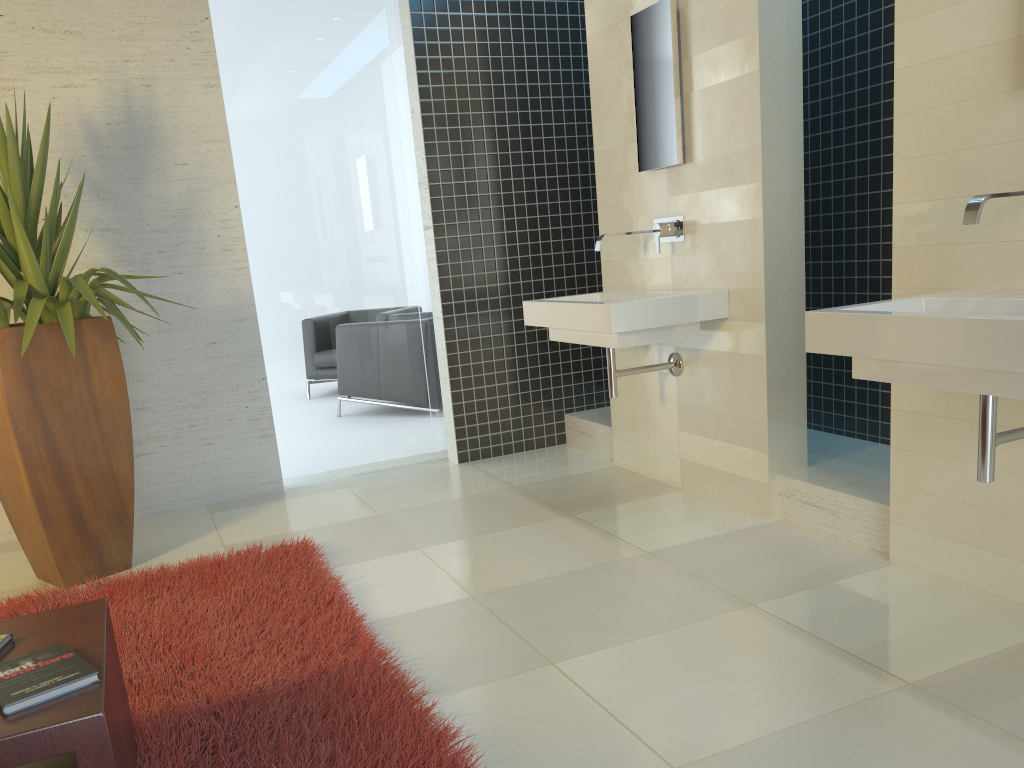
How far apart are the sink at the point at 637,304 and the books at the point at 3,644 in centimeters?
236cm

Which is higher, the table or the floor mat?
the table

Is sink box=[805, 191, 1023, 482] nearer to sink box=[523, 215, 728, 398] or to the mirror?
sink box=[523, 215, 728, 398]

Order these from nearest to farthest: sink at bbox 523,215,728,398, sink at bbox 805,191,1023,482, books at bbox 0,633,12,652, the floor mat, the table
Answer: the table
books at bbox 0,633,12,652
sink at bbox 805,191,1023,482
the floor mat
sink at bbox 523,215,728,398

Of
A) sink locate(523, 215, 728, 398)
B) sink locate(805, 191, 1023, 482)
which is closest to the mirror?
sink locate(523, 215, 728, 398)

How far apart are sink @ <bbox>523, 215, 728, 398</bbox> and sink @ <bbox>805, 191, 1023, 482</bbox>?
1.12m

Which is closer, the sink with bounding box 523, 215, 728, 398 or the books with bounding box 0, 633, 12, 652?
the books with bounding box 0, 633, 12, 652

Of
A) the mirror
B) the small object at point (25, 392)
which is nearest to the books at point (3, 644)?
the small object at point (25, 392)

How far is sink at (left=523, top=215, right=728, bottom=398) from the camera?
3.6m

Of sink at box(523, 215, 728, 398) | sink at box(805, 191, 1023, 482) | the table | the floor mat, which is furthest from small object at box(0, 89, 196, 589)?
sink at box(805, 191, 1023, 482)
